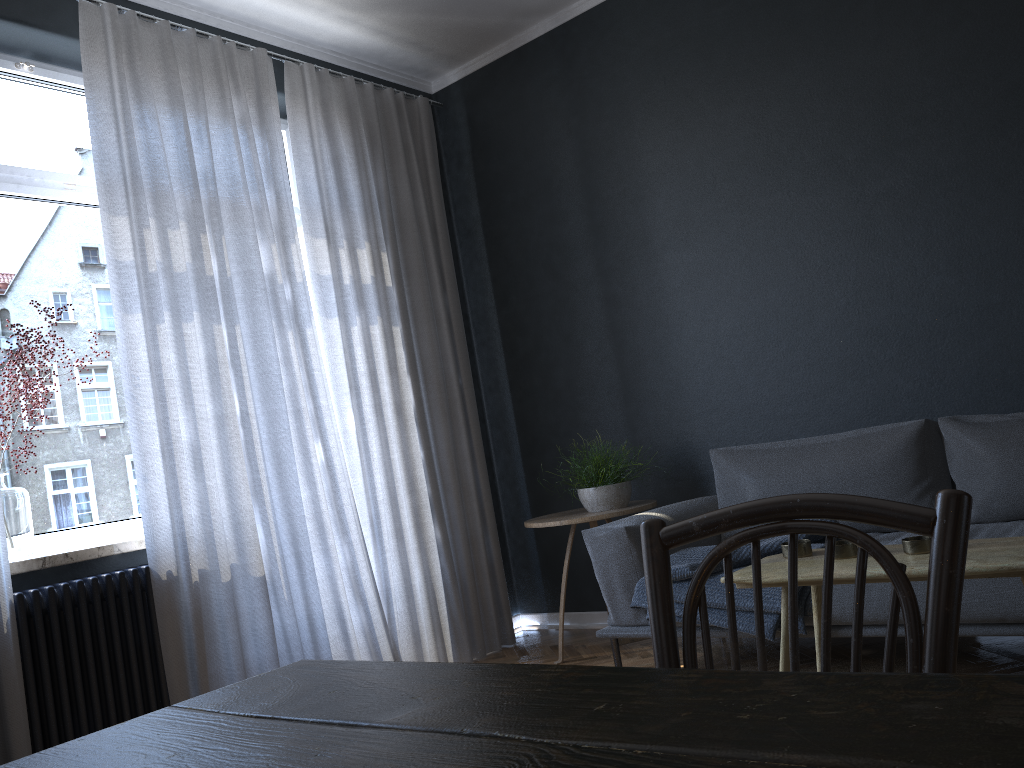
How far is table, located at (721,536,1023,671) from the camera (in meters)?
1.71

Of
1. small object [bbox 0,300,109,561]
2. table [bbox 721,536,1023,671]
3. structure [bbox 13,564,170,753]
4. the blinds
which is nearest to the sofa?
table [bbox 721,536,1023,671]

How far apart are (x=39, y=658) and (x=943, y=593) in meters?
2.8 m

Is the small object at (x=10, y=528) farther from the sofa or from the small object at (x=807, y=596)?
the small object at (x=807, y=596)

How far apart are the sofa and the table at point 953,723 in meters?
2.1

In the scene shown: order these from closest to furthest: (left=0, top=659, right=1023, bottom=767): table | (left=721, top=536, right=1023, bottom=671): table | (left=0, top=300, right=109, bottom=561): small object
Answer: (left=0, top=659, right=1023, bottom=767): table
(left=721, top=536, right=1023, bottom=671): table
(left=0, top=300, right=109, bottom=561): small object

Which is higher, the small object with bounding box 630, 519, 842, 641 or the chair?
the chair

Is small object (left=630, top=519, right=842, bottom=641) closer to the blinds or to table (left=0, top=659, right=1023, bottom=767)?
the blinds

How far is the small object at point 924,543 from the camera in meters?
1.9

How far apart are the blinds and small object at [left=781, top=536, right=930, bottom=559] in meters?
1.9
